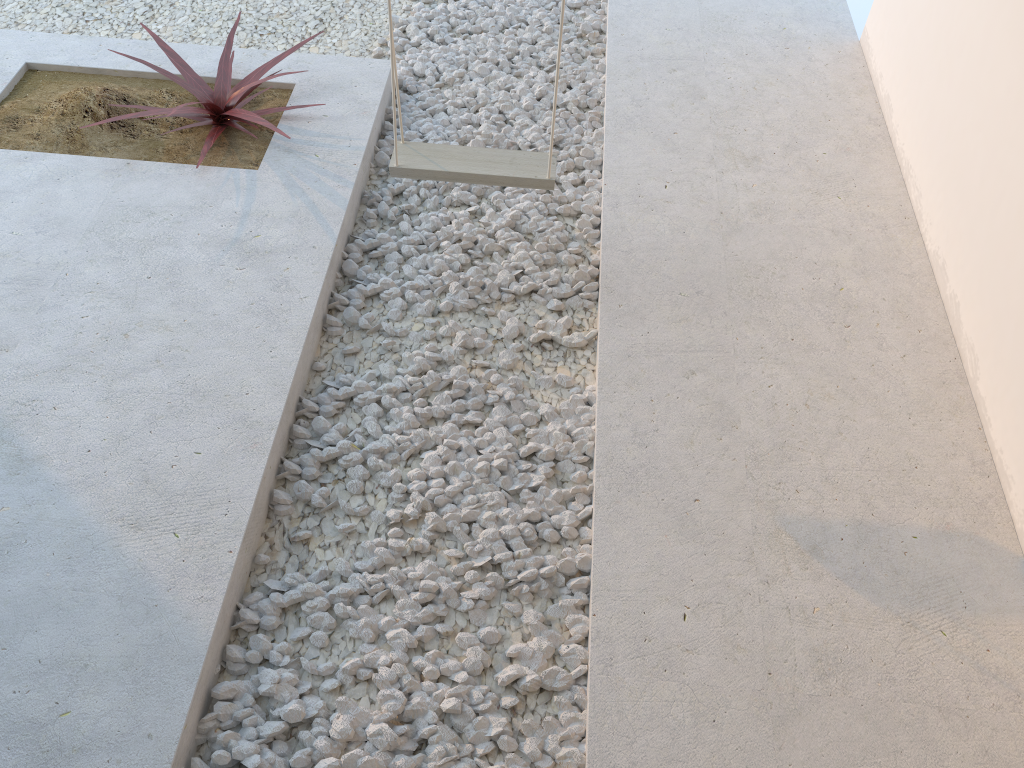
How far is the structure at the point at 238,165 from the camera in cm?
308

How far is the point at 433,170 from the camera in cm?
251

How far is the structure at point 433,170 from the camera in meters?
2.5

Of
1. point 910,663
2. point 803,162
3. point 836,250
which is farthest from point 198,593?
point 803,162

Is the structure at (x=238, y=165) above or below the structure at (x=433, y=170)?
below

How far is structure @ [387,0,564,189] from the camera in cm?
251

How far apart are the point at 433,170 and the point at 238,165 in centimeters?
94cm

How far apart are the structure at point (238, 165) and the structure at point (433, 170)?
0.6 meters

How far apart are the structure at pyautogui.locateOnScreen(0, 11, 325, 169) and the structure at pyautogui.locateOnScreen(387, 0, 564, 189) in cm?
60

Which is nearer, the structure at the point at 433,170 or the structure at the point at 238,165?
the structure at the point at 433,170
